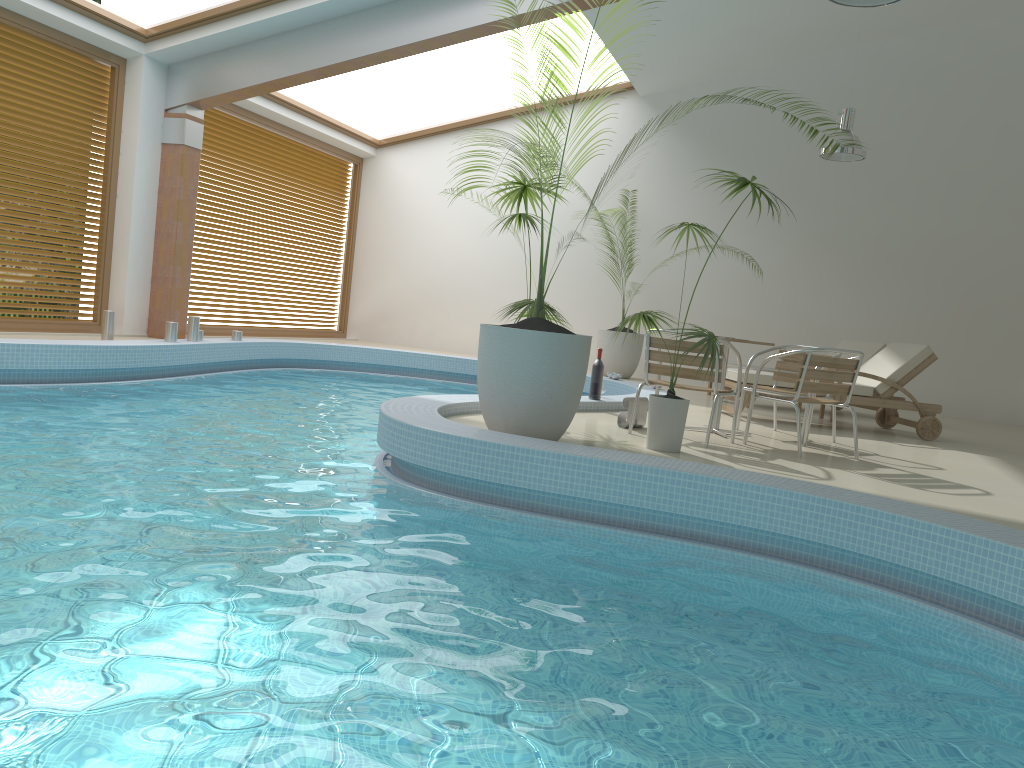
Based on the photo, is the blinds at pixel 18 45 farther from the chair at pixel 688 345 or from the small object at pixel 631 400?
the chair at pixel 688 345

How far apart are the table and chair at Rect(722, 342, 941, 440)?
1.4 meters

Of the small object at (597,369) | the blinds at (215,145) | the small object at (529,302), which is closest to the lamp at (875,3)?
the small object at (529,302)

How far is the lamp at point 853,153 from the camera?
9.89m

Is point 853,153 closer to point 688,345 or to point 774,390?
point 774,390

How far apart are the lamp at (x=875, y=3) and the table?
2.59m

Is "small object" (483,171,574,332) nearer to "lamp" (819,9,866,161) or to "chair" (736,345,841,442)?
"chair" (736,345,841,442)

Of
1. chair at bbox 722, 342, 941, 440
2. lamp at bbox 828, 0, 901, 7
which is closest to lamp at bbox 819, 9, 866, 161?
chair at bbox 722, 342, 941, 440

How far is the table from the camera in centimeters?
666cm

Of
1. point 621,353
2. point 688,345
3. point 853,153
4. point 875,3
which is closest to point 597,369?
point 688,345
